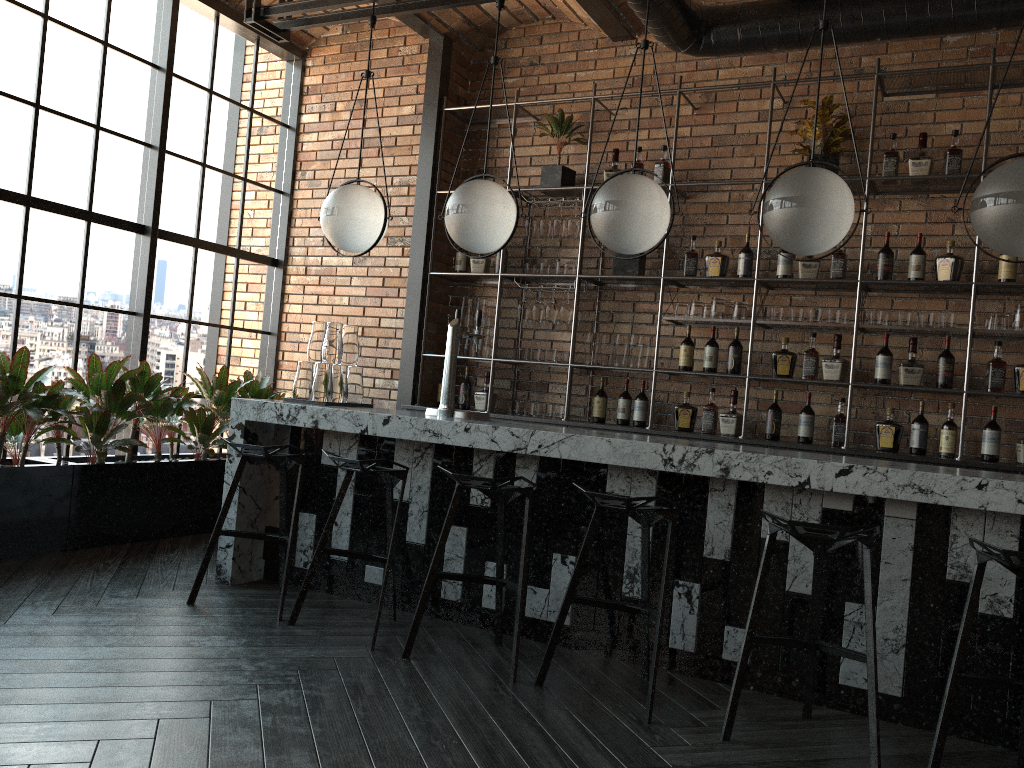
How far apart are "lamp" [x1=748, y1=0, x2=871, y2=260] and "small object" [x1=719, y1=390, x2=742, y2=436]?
2.0 meters

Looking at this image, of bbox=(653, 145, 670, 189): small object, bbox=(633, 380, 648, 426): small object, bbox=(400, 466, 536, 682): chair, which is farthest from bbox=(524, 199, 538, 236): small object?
bbox=(400, 466, 536, 682): chair

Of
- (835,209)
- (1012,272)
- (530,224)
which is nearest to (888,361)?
(1012,272)

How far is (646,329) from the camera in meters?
5.8 m

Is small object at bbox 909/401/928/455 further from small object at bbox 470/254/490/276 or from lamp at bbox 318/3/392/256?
lamp at bbox 318/3/392/256

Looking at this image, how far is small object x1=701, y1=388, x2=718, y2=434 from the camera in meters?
5.4

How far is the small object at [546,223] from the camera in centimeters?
583cm

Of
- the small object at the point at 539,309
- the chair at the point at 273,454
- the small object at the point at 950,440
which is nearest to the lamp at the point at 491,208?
the chair at the point at 273,454

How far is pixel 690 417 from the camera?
5.4 meters

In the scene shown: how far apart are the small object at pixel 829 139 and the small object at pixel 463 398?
2.60m
